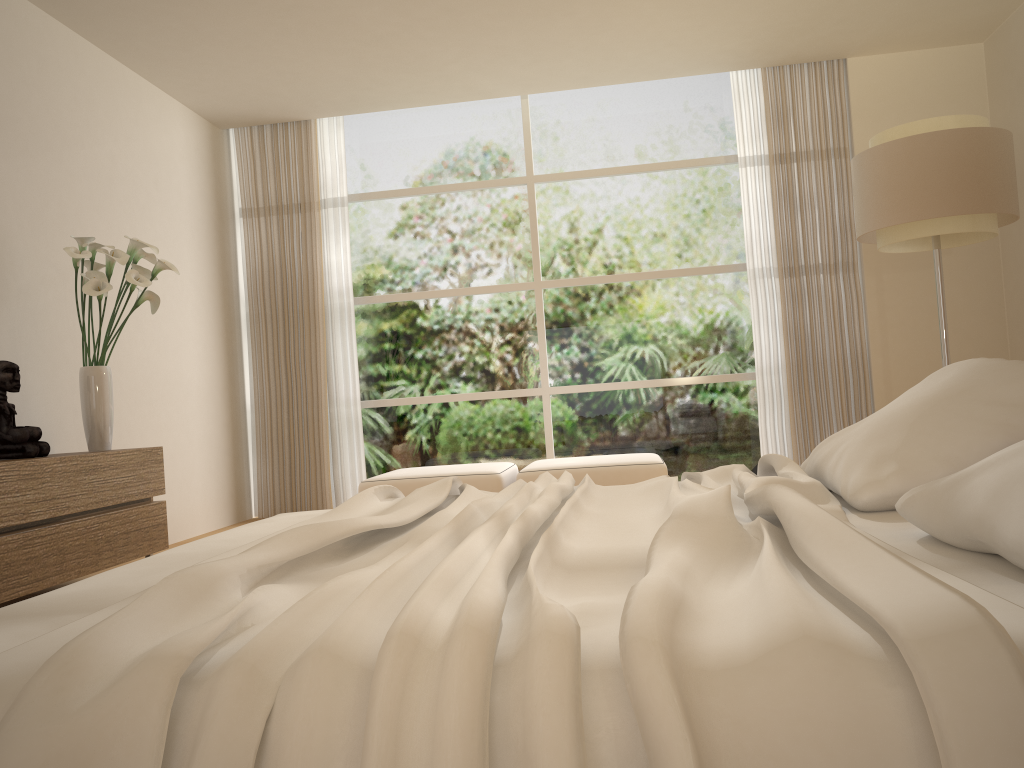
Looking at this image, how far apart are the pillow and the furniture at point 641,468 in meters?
3.0

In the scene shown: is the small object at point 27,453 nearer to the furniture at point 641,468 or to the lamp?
the furniture at point 641,468

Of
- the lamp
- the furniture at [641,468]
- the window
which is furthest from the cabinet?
the lamp

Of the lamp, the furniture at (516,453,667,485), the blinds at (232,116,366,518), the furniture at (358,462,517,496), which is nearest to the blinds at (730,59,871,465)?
the furniture at (516,453,667,485)

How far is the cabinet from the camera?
3.5m

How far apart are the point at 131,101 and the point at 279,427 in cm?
258

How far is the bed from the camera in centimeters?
81cm

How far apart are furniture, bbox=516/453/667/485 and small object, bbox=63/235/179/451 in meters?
2.4

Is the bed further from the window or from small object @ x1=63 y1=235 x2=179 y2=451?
the window

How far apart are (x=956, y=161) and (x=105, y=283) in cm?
412
